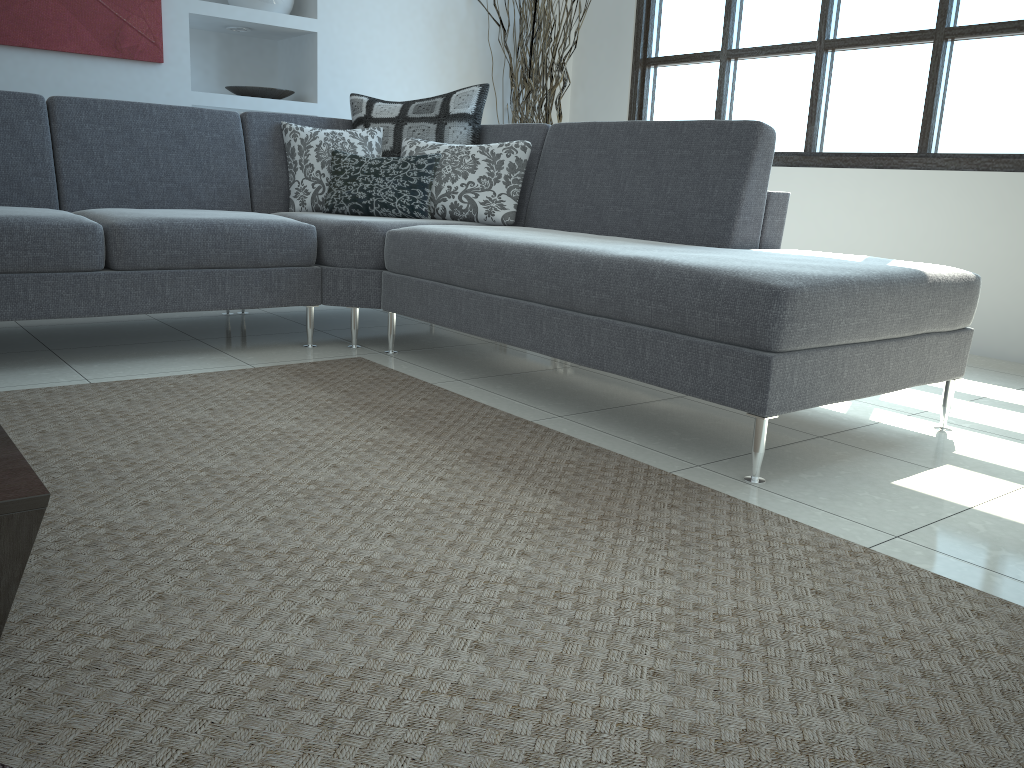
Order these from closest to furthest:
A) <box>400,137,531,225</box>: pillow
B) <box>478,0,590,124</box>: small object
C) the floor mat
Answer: the floor mat < <box>400,137,531,225</box>: pillow < <box>478,0,590,124</box>: small object

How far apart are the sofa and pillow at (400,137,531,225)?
0.07m

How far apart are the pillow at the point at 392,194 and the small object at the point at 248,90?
1.2 meters

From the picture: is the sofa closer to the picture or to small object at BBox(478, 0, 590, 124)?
the picture

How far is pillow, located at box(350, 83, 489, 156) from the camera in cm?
378

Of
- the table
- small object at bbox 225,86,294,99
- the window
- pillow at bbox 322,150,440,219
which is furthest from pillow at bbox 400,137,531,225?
the table

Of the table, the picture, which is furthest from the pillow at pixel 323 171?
the table

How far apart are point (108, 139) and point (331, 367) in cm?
133

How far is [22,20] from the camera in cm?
374

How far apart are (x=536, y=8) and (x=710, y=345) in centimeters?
352cm
